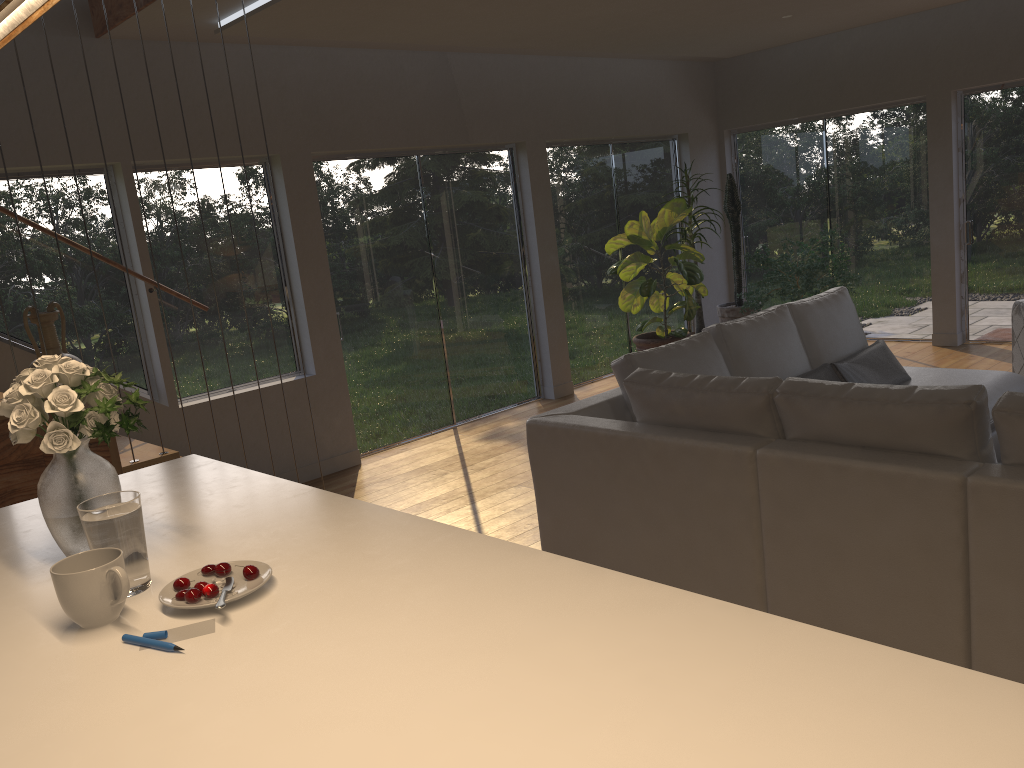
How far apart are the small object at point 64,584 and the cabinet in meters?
0.0

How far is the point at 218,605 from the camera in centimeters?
153cm

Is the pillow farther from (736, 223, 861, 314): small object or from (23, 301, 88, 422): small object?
(23, 301, 88, 422): small object

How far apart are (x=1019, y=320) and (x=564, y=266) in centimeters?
351cm

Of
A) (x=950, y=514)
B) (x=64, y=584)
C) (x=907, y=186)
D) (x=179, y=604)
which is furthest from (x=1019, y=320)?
(x=64, y=584)

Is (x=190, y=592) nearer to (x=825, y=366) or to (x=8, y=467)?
(x=8, y=467)

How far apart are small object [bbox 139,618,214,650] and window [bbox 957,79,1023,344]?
7.58m

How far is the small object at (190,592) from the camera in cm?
159

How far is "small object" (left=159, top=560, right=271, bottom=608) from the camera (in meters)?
1.59

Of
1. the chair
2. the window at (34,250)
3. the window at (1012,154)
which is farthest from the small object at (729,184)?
the window at (34,250)
